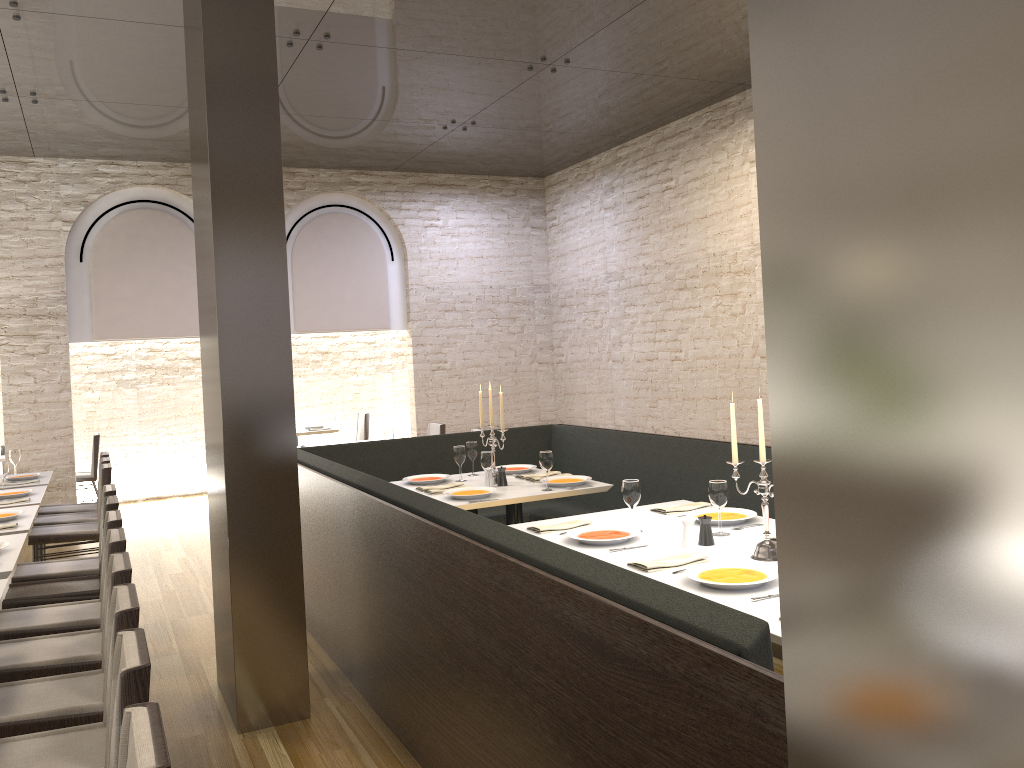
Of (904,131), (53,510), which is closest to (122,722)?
(904,131)

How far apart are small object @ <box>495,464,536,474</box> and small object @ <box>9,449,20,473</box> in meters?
4.3 m

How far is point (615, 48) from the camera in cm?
666

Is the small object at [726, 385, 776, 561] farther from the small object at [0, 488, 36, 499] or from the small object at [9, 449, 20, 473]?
the small object at [9, 449, 20, 473]

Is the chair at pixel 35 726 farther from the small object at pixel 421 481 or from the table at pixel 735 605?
the small object at pixel 421 481

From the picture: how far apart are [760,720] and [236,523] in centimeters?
278cm

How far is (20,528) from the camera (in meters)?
4.92

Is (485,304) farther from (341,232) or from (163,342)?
(163,342)

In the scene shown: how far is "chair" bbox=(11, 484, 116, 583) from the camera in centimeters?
502cm

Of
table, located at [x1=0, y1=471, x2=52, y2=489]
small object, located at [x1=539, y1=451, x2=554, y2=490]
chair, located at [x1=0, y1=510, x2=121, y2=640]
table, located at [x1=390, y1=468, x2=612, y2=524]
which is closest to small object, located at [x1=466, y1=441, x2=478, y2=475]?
table, located at [x1=390, y1=468, x2=612, y2=524]
